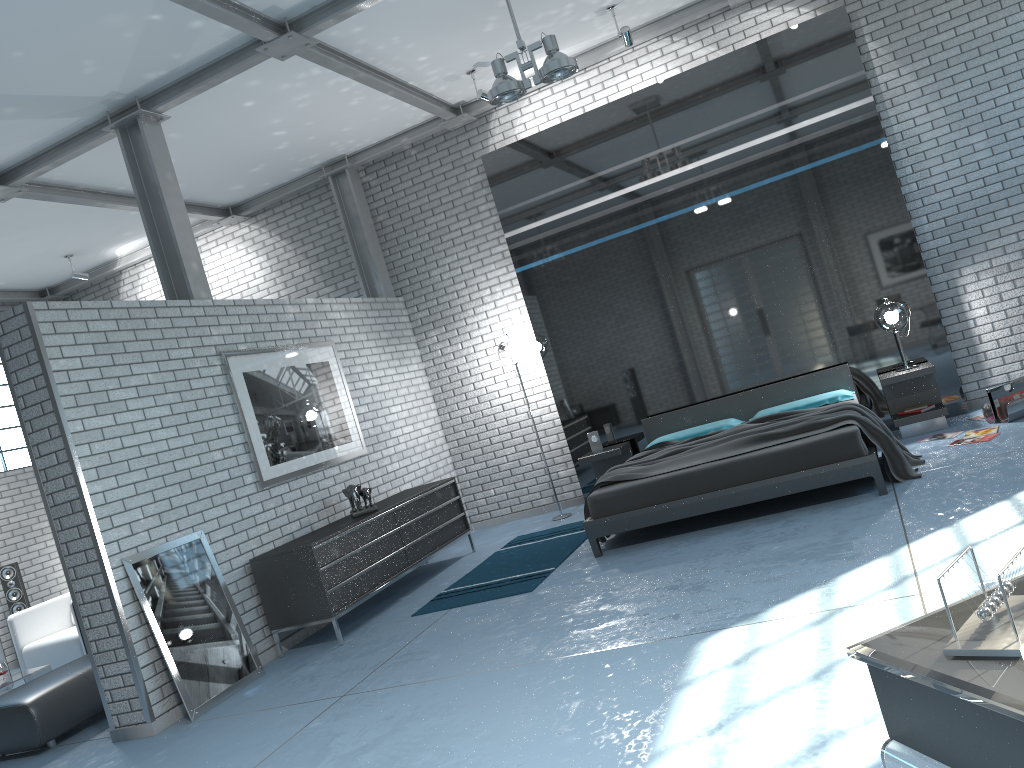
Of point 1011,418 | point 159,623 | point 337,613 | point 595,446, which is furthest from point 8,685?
point 1011,418

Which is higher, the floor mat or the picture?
the picture

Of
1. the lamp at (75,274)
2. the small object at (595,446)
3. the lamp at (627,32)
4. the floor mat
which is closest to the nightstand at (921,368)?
the small object at (595,446)

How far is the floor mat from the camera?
5.90m

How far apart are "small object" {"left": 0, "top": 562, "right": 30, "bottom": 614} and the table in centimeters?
258cm

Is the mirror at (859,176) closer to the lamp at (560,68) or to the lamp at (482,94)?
the lamp at (482,94)

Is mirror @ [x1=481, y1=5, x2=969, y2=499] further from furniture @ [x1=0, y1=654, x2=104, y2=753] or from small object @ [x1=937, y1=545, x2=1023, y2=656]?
small object @ [x1=937, y1=545, x2=1023, y2=656]

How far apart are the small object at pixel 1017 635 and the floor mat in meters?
4.4

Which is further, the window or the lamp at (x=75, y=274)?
the window

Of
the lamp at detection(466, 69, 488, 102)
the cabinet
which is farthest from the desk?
the lamp at detection(466, 69, 488, 102)
